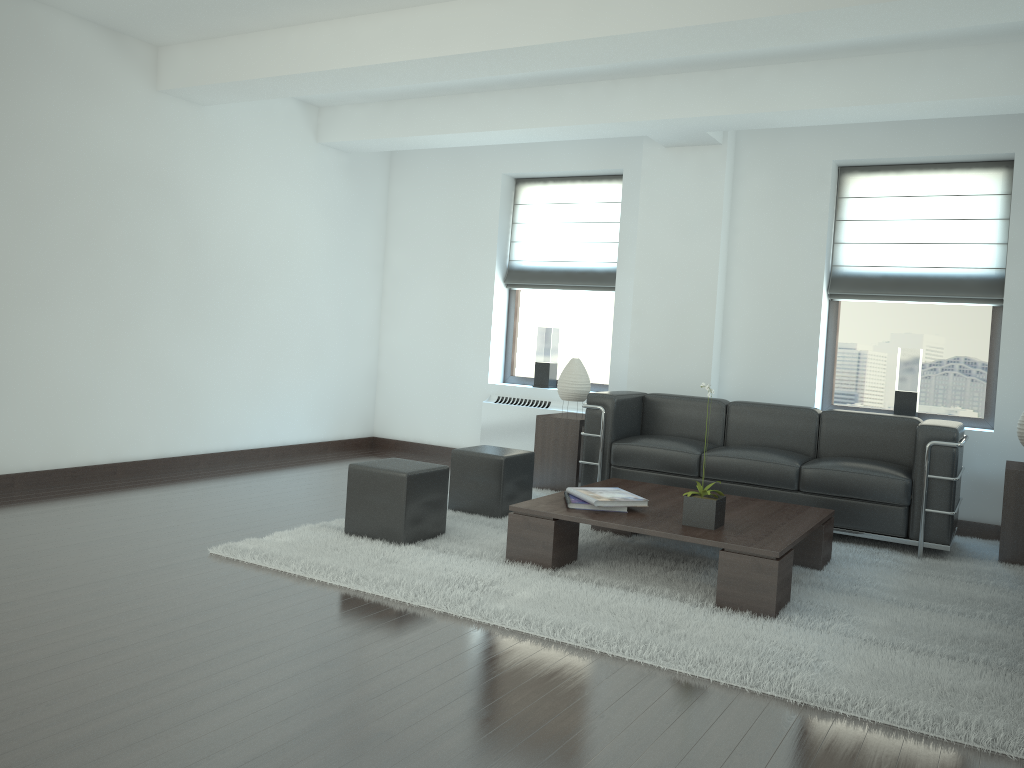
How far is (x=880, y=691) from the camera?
4.4 meters

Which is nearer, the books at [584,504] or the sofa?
the books at [584,504]

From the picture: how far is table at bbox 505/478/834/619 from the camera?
5.60m

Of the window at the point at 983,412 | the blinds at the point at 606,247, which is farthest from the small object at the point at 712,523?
the blinds at the point at 606,247

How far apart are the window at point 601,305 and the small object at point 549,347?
0.2m

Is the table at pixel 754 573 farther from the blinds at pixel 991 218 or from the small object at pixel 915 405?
the blinds at pixel 991 218

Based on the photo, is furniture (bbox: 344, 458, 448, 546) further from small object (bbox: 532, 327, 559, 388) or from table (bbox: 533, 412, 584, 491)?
small object (bbox: 532, 327, 559, 388)

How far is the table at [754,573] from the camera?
5.6m

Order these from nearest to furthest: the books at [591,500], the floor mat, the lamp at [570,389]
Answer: the floor mat < the books at [591,500] < the lamp at [570,389]

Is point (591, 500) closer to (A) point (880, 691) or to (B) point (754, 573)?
(B) point (754, 573)
